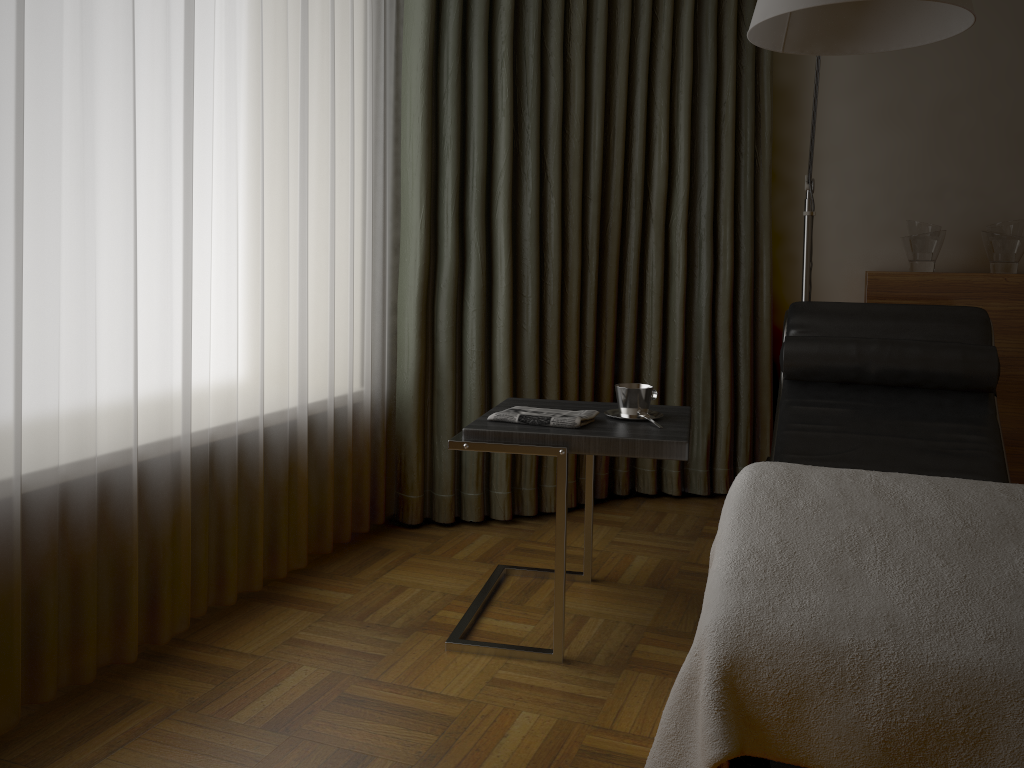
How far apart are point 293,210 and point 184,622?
1.1m

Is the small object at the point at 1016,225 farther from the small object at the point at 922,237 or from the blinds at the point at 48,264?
the blinds at the point at 48,264

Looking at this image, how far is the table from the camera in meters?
2.0 m

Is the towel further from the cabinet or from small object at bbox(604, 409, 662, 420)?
the cabinet

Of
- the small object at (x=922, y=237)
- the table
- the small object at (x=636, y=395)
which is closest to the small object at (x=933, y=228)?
the small object at (x=922, y=237)

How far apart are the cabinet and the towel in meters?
1.5 m

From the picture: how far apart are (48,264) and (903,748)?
1.7m

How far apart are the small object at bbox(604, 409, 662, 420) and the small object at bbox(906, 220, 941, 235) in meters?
1.6 m

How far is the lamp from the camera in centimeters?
182cm

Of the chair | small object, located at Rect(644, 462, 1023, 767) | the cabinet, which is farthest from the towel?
the cabinet
